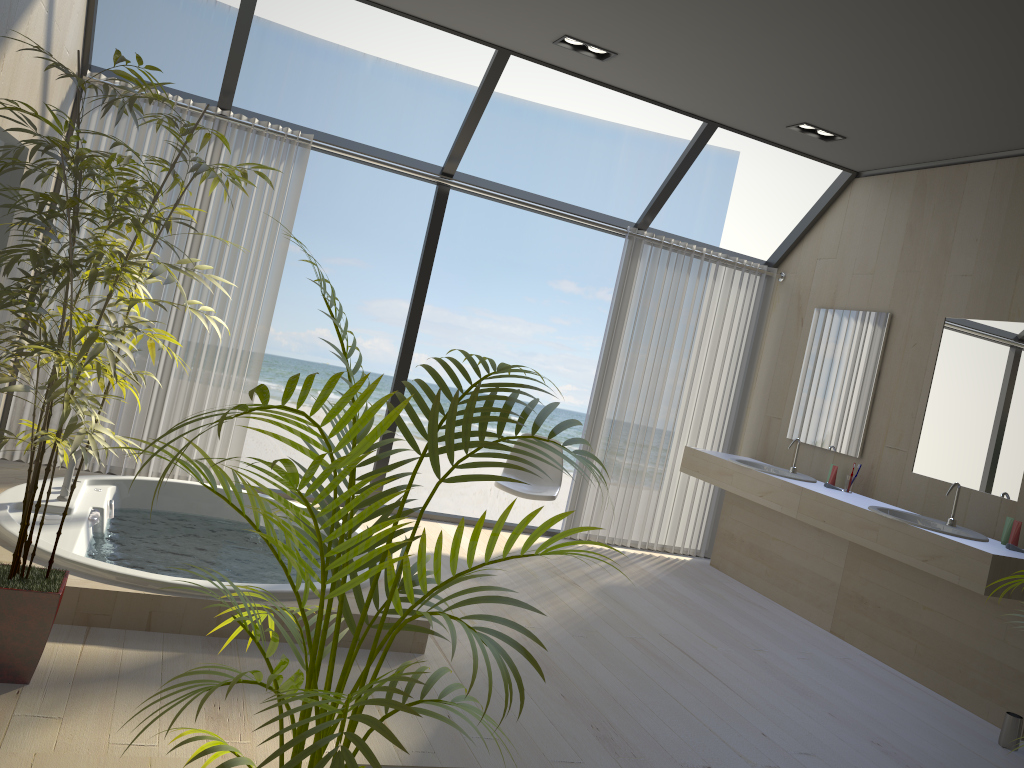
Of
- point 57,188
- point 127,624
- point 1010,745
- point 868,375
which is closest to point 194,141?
point 57,188

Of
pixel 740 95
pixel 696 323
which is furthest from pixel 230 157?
pixel 696 323

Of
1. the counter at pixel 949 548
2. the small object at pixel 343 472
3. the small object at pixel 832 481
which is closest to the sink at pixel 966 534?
the counter at pixel 949 548

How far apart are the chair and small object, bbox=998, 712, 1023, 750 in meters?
2.4

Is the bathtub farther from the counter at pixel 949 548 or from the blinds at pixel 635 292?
the counter at pixel 949 548

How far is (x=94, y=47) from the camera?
13.08m

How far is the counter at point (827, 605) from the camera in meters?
5.1 m

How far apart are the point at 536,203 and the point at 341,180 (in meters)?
10.36

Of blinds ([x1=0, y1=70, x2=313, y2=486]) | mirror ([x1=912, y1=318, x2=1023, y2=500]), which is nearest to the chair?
blinds ([x1=0, y1=70, x2=313, y2=486])

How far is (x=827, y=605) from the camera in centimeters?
507cm
